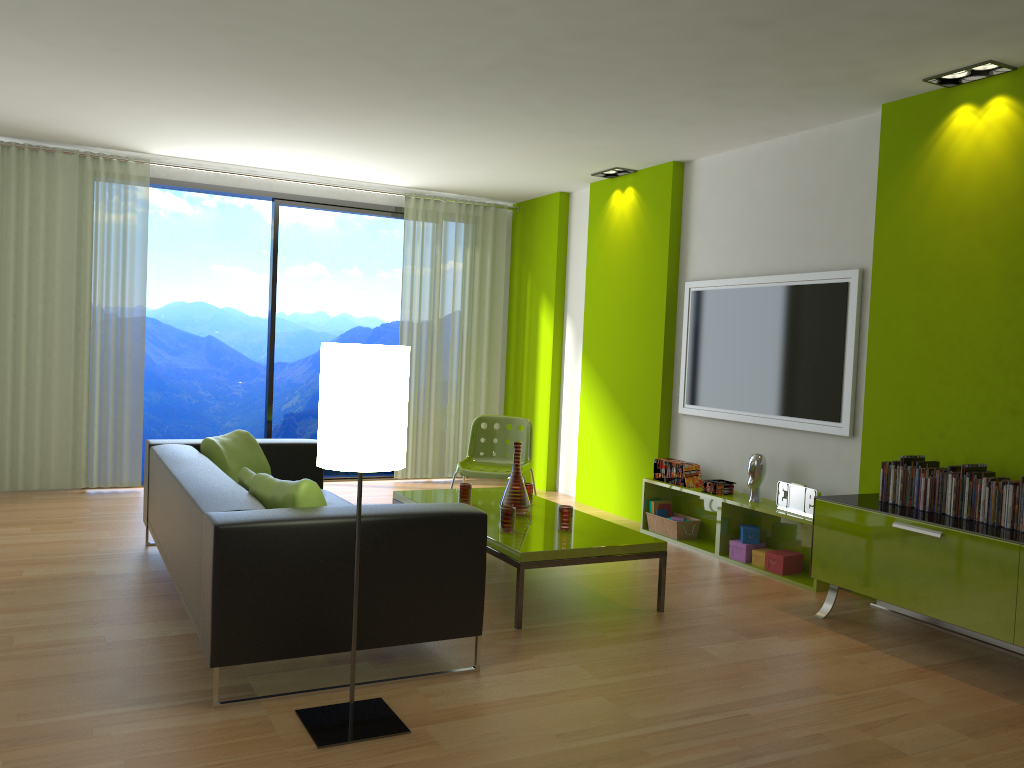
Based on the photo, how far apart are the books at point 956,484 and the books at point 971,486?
0.1m

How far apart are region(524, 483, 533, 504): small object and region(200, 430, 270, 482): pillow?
1.5 meters

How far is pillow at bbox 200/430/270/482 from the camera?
4.8 meters

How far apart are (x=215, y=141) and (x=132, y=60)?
1.8 meters

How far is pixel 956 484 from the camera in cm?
398

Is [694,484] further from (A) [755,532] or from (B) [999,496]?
(B) [999,496]

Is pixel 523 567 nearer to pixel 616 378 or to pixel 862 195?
pixel 862 195

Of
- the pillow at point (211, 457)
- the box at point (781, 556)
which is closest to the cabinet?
the box at point (781, 556)

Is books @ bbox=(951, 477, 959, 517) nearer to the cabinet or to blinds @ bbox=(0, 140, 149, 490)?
the cabinet

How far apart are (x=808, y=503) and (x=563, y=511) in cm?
152
